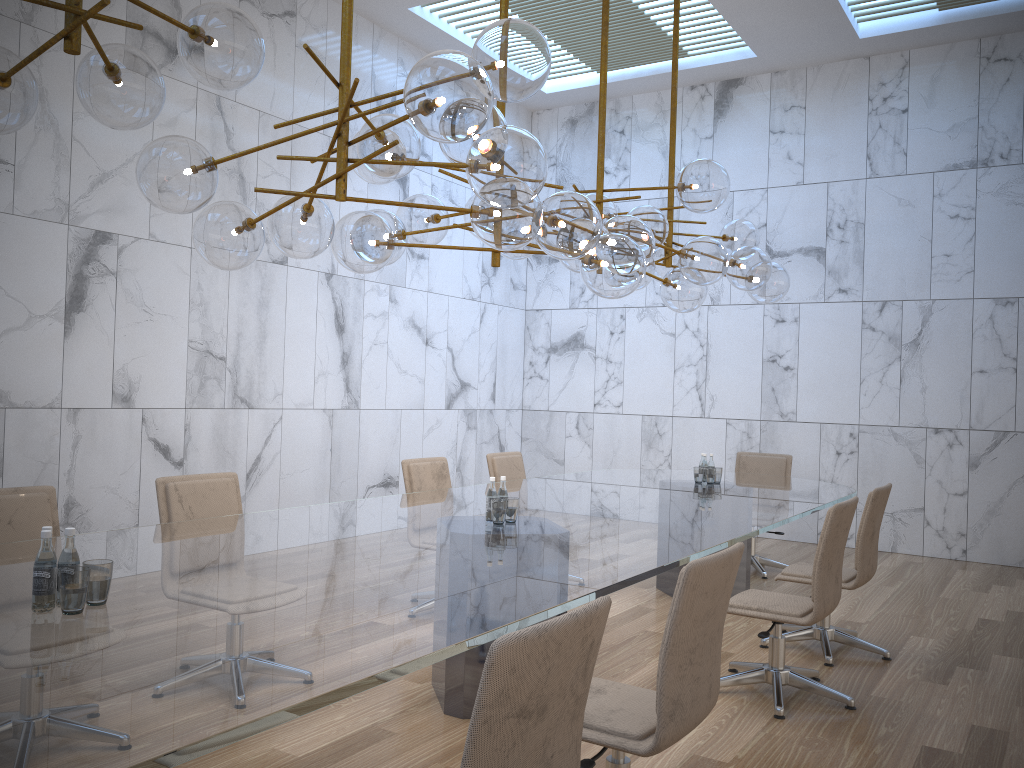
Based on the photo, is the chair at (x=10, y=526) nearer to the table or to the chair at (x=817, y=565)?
the table

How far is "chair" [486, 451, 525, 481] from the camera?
6.7m

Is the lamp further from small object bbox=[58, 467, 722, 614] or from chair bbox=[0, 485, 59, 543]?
chair bbox=[0, 485, 59, 543]

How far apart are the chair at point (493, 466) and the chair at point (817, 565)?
2.44m

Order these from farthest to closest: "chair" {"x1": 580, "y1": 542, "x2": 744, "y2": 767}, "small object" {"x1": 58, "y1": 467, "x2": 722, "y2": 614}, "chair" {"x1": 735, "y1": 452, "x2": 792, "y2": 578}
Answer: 1. "chair" {"x1": 735, "y1": 452, "x2": 792, "y2": 578}
2. "chair" {"x1": 580, "y1": 542, "x2": 744, "y2": 767}
3. "small object" {"x1": 58, "y1": 467, "x2": 722, "y2": 614}

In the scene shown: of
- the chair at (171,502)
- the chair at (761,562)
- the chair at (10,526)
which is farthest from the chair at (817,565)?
the chair at (10,526)

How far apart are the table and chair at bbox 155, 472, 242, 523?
0.36m

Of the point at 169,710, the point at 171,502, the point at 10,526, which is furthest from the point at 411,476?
the point at 169,710

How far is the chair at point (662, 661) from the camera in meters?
2.5 m

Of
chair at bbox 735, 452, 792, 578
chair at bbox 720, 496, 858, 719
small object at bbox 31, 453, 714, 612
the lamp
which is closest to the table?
small object at bbox 31, 453, 714, 612
